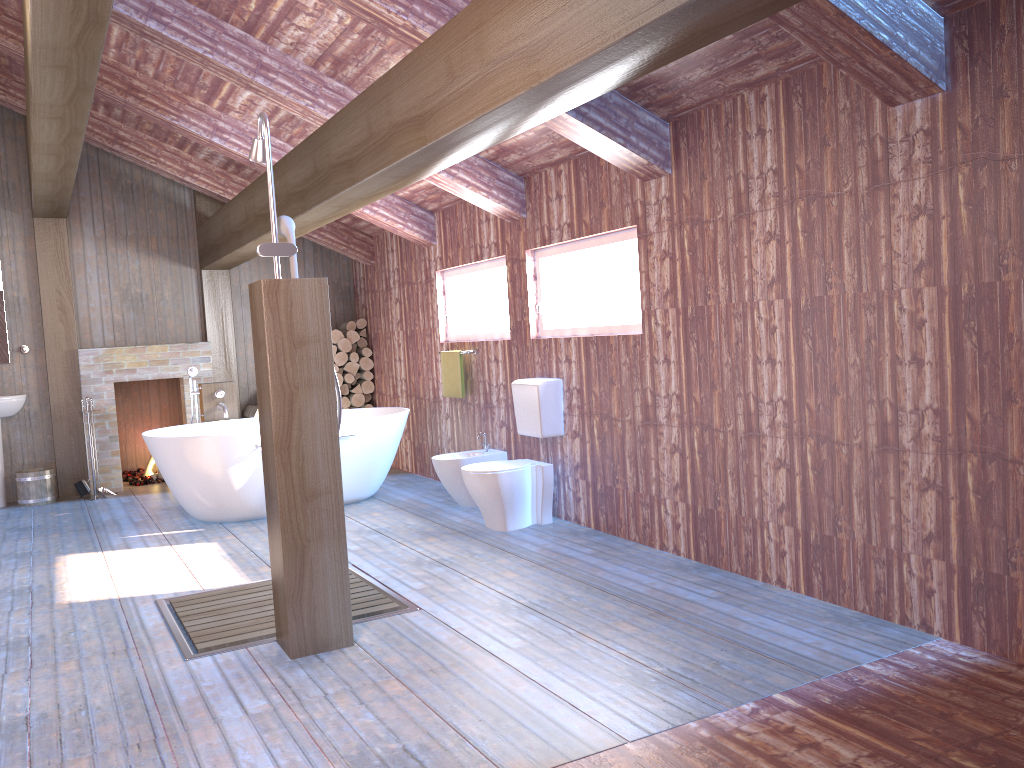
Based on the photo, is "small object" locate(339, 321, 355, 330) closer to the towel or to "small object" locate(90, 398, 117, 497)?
the towel

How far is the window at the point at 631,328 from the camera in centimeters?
495cm

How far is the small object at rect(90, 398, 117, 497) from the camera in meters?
7.7

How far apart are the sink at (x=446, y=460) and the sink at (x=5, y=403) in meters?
3.8

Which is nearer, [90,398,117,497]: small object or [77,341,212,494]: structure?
[90,398,117,497]: small object

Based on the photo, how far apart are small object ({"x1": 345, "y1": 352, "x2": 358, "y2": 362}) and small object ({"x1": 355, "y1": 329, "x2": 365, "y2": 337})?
0.3 meters

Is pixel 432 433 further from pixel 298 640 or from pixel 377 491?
pixel 298 640

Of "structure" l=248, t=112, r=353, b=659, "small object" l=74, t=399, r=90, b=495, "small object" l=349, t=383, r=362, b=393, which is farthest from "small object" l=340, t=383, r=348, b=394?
"structure" l=248, t=112, r=353, b=659

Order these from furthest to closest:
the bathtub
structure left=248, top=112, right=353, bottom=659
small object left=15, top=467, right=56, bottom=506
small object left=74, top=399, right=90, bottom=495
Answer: small object left=74, top=399, right=90, bottom=495 < small object left=15, top=467, right=56, bottom=506 < the bathtub < structure left=248, top=112, right=353, bottom=659

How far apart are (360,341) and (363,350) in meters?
0.2
